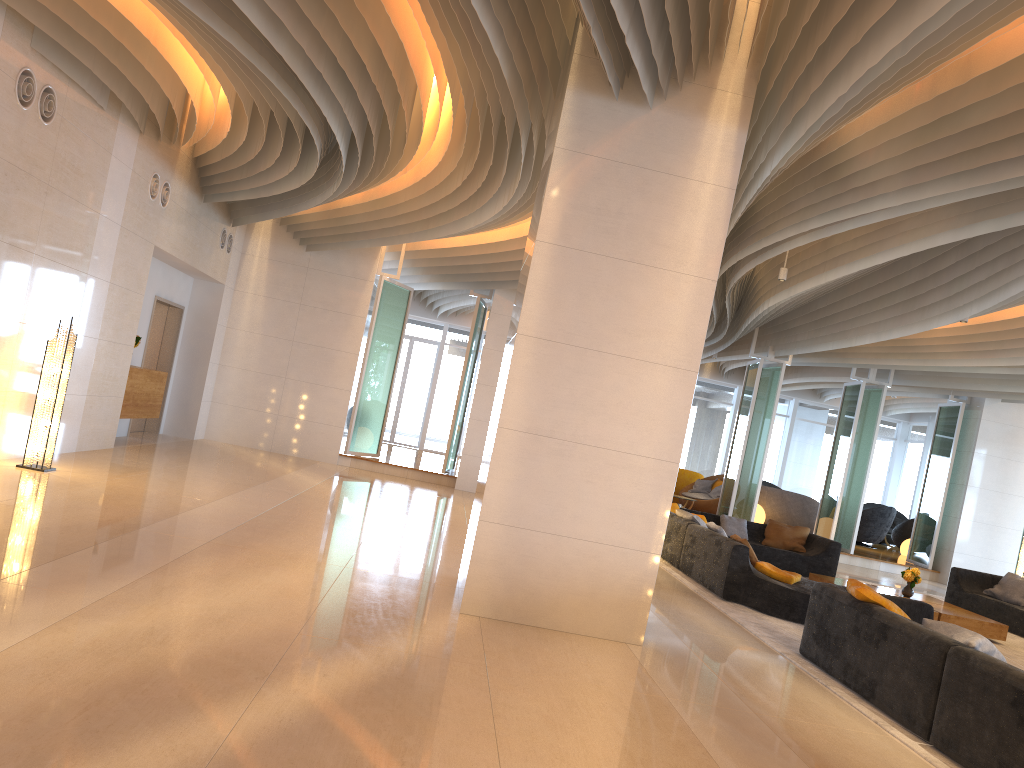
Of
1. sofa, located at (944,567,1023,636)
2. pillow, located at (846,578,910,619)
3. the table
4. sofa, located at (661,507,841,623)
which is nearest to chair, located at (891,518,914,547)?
sofa, located at (944,567,1023,636)

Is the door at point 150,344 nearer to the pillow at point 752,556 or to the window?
the window

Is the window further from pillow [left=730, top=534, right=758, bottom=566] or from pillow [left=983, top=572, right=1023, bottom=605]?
pillow [left=730, top=534, right=758, bottom=566]

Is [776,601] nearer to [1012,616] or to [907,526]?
[1012,616]

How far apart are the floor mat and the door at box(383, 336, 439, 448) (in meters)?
13.04

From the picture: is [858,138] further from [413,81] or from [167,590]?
[167,590]

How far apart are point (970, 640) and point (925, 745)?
0.66m

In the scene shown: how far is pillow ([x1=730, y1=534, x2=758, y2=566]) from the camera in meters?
8.9

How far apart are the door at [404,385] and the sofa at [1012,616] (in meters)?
14.00

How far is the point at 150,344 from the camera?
13.76m
